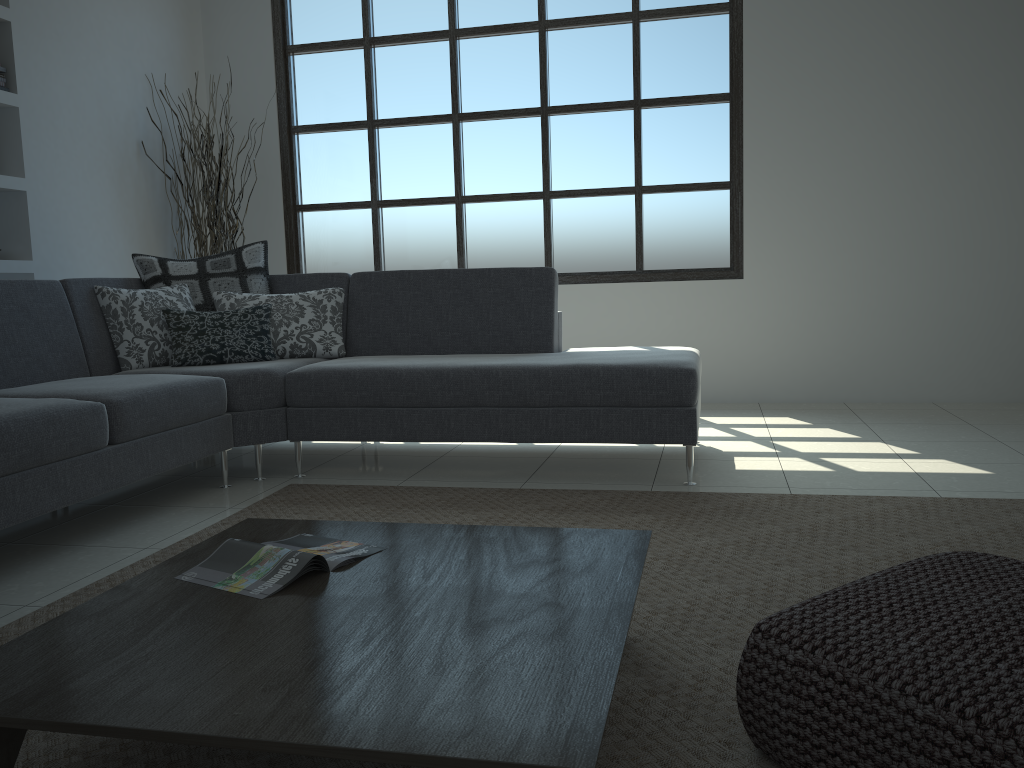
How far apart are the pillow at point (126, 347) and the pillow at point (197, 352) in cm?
6

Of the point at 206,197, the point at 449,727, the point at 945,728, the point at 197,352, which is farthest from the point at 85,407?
the point at 206,197

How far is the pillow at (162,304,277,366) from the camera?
3.87m

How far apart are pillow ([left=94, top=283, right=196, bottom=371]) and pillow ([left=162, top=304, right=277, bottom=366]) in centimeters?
6cm

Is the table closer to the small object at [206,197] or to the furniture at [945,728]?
the furniture at [945,728]

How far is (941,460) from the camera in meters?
3.7

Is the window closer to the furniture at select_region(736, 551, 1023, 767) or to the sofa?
the sofa

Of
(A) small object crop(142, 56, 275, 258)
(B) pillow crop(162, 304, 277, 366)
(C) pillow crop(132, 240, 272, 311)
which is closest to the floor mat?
(B) pillow crop(162, 304, 277, 366)

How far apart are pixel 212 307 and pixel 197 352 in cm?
38

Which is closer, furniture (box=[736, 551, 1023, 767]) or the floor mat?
furniture (box=[736, 551, 1023, 767])
